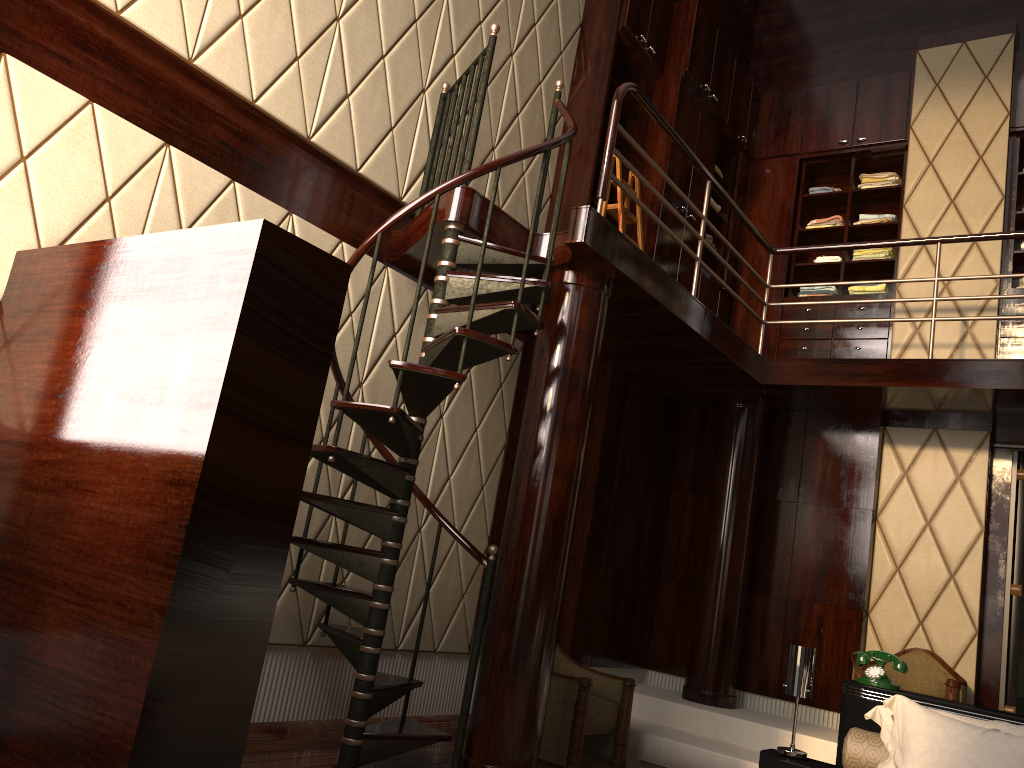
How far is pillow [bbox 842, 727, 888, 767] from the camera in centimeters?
299cm

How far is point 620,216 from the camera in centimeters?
508cm

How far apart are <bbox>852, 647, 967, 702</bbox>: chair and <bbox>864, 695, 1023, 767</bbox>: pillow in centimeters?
190cm

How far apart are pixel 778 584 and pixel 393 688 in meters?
3.0 m

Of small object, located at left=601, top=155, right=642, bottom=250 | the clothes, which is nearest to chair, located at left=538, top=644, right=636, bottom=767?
small object, located at left=601, top=155, right=642, bottom=250

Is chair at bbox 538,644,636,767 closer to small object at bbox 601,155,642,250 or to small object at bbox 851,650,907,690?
small object at bbox 851,650,907,690

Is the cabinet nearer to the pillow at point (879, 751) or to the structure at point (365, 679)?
the structure at point (365, 679)

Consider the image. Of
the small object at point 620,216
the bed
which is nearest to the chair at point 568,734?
the bed

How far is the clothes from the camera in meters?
6.1

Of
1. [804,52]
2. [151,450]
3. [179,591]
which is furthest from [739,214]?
[179,591]
